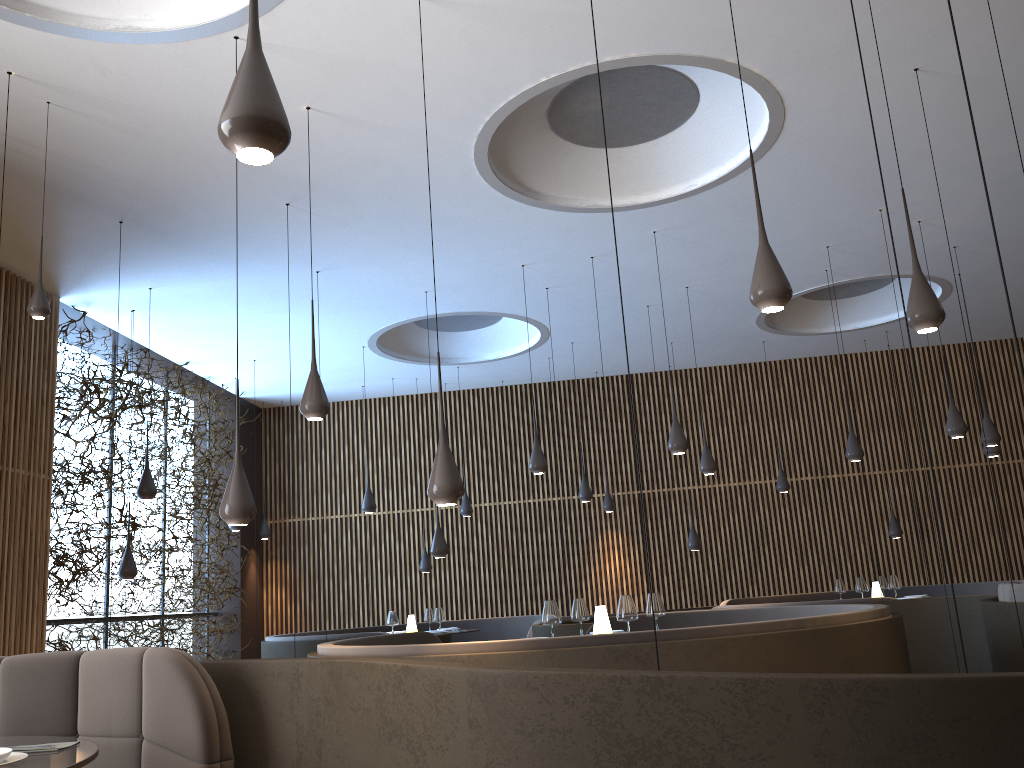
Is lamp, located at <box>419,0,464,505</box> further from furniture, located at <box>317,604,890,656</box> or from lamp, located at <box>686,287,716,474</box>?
lamp, located at <box>686,287,716,474</box>

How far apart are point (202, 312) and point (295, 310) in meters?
1.0 m

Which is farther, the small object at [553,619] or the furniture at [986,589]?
the furniture at [986,589]

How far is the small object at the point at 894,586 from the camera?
10.5m

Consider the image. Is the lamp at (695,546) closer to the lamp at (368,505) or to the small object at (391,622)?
the small object at (391,622)

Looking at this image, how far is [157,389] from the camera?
11.1m

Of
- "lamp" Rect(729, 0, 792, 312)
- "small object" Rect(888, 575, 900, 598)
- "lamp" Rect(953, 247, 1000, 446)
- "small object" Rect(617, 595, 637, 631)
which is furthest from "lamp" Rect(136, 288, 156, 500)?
"lamp" Rect(953, 247, 1000, 446)

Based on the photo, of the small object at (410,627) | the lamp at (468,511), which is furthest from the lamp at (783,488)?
the small object at (410,627)

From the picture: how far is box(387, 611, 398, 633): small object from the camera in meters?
10.4

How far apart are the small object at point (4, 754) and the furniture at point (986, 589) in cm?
1080
